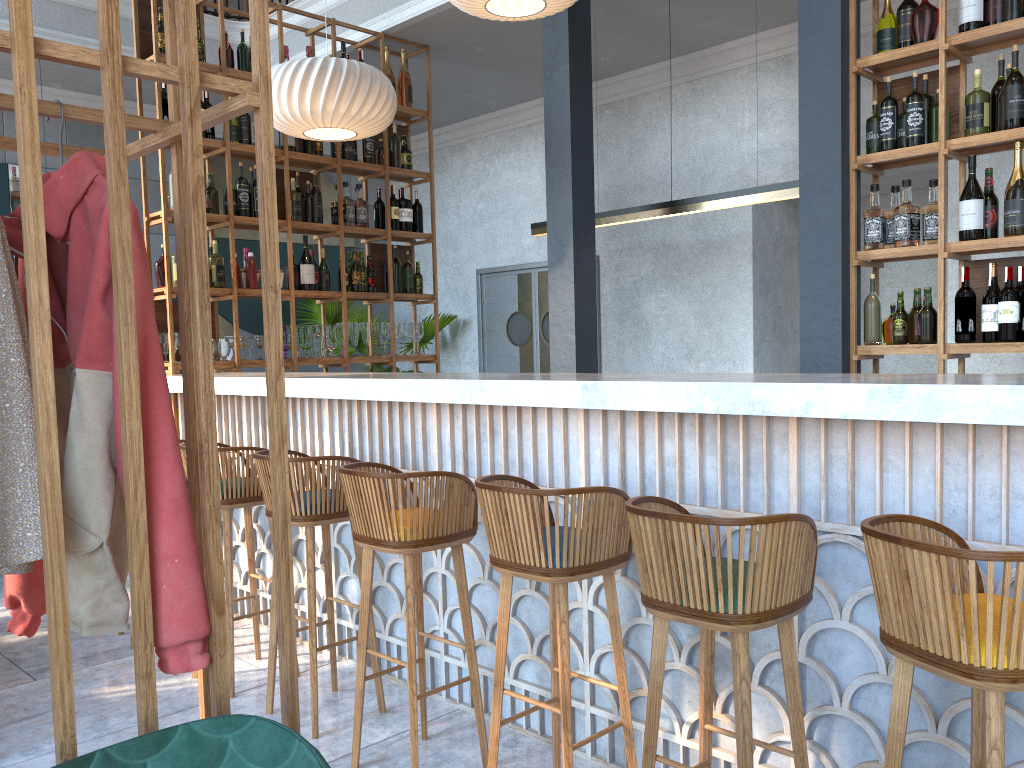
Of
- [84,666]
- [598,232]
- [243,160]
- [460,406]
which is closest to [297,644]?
[84,666]

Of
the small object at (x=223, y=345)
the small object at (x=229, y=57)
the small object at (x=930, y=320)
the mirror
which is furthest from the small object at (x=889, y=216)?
the mirror

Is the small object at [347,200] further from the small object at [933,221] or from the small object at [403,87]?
the small object at [933,221]

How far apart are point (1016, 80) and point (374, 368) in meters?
4.0

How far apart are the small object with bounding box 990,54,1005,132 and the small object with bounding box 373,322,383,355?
3.8 meters

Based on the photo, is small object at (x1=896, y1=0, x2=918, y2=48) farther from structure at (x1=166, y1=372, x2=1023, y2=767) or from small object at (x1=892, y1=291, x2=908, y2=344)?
structure at (x1=166, y1=372, x2=1023, y2=767)

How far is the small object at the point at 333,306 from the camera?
8.3m

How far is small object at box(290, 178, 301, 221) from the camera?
5.6 meters

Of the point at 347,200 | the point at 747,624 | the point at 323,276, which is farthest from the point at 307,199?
the point at 747,624

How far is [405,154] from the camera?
6.2m
